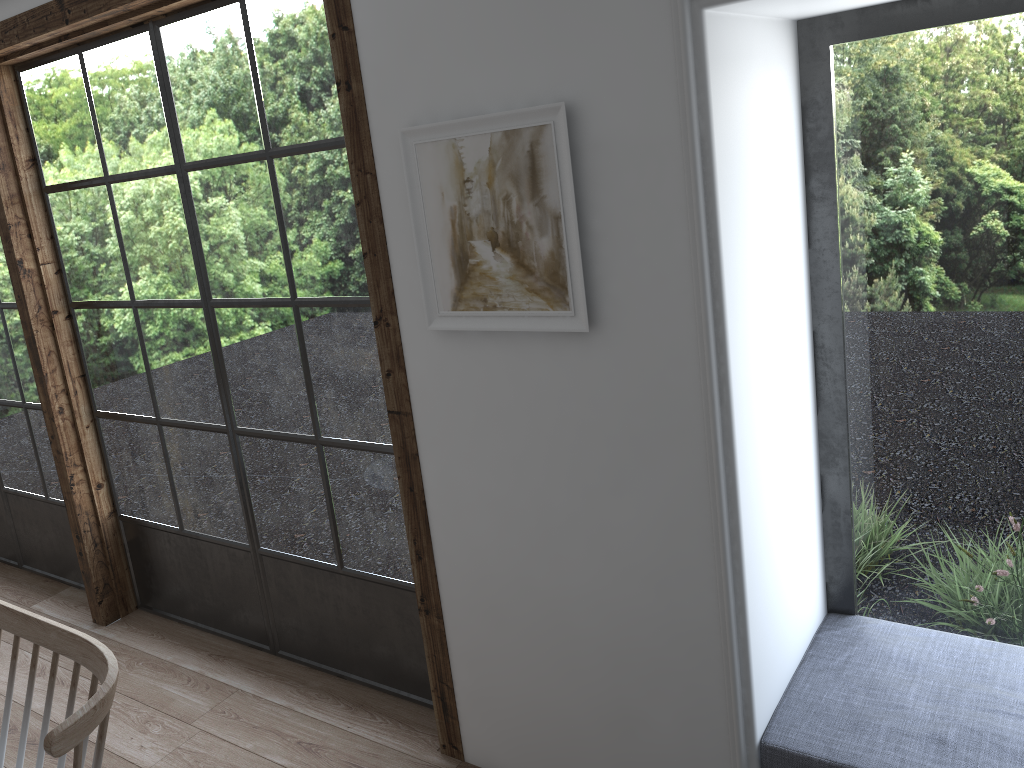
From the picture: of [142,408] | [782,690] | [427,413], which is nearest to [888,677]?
[782,690]

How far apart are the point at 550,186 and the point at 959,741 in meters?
1.4

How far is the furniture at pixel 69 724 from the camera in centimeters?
146cm

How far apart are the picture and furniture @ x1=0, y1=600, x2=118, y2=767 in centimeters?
96cm

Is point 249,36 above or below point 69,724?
above

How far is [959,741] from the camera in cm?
186

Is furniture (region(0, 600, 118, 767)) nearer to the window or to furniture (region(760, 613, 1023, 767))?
the window

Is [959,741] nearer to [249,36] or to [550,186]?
[550,186]

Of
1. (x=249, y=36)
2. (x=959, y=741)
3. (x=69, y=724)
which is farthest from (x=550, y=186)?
(x=959, y=741)

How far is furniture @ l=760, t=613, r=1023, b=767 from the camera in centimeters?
186cm
